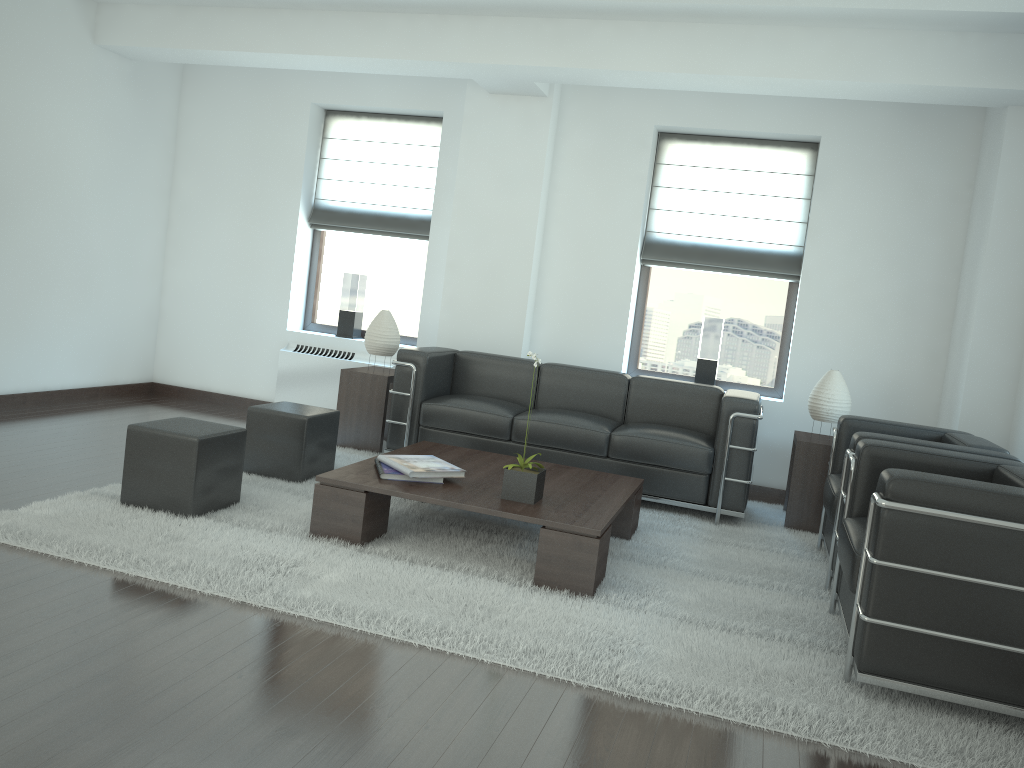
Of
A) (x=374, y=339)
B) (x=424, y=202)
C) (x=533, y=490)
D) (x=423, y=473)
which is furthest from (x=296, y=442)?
(x=424, y=202)

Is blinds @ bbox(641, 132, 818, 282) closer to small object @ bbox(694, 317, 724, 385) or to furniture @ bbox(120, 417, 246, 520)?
small object @ bbox(694, 317, 724, 385)

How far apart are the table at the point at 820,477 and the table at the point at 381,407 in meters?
4.0 m

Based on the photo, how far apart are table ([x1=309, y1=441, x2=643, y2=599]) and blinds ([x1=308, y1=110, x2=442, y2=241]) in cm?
361

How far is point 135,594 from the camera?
4.68m

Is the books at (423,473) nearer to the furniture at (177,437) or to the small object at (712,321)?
the furniture at (177,437)

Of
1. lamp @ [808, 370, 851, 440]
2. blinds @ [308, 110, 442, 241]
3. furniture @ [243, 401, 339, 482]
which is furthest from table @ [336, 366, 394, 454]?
lamp @ [808, 370, 851, 440]

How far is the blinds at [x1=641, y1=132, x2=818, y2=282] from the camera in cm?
932

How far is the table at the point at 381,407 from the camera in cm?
895

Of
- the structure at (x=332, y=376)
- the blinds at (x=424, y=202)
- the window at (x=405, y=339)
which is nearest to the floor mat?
the structure at (x=332, y=376)
